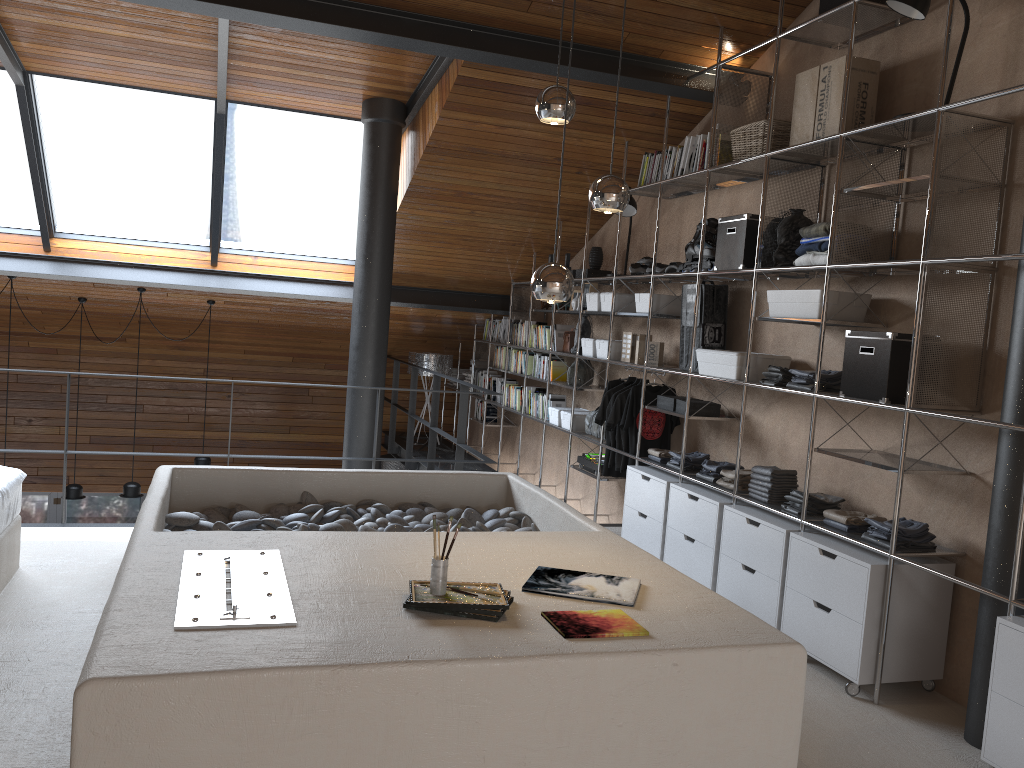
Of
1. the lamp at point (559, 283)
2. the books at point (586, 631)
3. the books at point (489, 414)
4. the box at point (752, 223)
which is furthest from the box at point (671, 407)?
the books at point (489, 414)

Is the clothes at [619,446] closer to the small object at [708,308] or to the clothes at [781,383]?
the small object at [708,308]

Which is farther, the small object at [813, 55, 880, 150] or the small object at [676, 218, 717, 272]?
the small object at [676, 218, 717, 272]

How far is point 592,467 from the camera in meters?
6.3

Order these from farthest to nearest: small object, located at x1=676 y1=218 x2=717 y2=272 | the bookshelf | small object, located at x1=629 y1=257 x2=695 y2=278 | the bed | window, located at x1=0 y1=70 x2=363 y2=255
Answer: window, located at x1=0 y1=70 x2=363 y2=255 < small object, located at x1=629 y1=257 x2=695 y2=278 < small object, located at x1=676 y1=218 x2=717 y2=272 < the bed < the bookshelf

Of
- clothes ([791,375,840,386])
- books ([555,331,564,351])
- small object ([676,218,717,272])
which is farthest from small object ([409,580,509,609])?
books ([555,331,564,351])

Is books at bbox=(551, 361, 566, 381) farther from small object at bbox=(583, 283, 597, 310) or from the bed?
the bed

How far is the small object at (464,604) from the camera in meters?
2.5 m

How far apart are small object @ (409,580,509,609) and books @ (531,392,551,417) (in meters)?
4.93

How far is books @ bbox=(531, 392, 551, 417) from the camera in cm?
759
